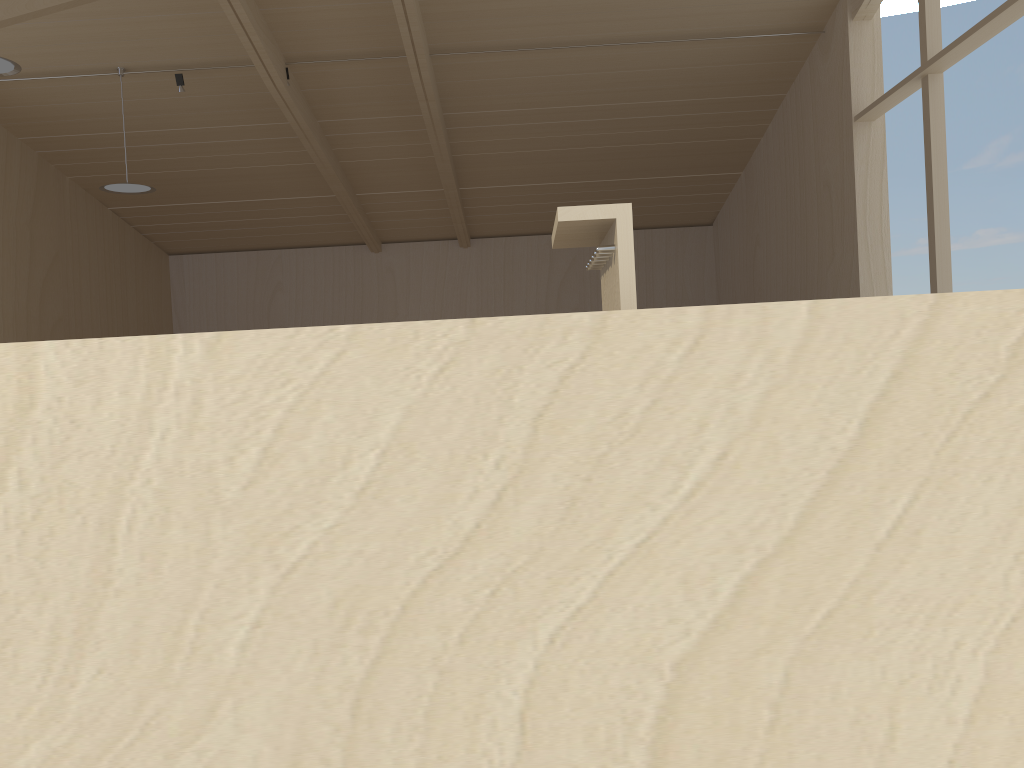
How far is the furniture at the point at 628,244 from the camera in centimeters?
127cm

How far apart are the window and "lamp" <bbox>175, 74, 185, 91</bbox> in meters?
7.3 m

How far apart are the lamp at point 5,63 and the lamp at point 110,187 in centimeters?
226cm

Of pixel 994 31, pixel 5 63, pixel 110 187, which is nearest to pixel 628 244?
pixel 994 31

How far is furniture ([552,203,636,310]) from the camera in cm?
127

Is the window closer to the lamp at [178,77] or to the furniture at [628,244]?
the furniture at [628,244]

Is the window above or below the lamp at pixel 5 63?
below

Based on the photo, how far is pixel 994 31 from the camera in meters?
6.6 m

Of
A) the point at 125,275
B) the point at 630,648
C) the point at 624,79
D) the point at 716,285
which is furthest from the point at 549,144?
the point at 630,648

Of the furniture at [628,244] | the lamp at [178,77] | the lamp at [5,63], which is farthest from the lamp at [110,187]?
the furniture at [628,244]
